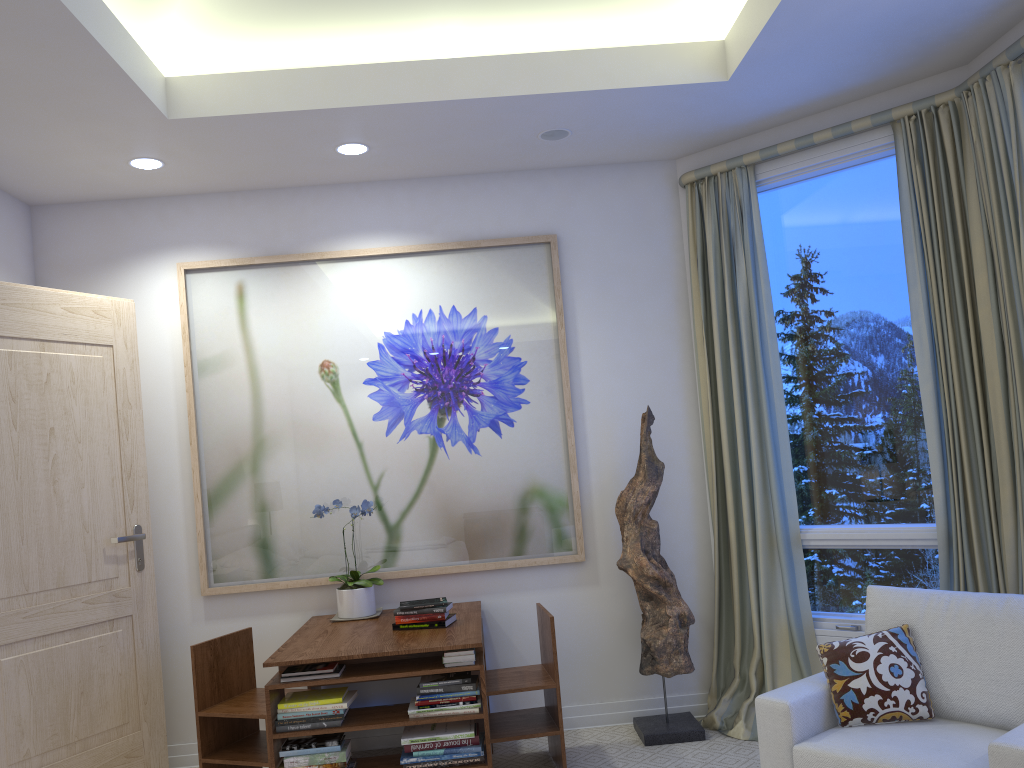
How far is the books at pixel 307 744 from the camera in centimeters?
294cm

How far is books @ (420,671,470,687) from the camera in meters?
3.0

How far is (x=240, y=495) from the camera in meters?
3.9

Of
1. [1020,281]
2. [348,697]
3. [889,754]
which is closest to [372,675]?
[348,697]

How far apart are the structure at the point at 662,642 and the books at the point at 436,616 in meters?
0.8

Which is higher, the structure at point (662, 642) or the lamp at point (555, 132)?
the lamp at point (555, 132)

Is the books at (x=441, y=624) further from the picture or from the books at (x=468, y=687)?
the picture

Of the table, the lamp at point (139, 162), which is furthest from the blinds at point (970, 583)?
the lamp at point (139, 162)

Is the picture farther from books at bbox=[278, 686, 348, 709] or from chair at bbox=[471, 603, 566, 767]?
books at bbox=[278, 686, 348, 709]

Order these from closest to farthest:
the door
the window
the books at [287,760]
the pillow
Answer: the pillow
the books at [287,760]
the door
the window
